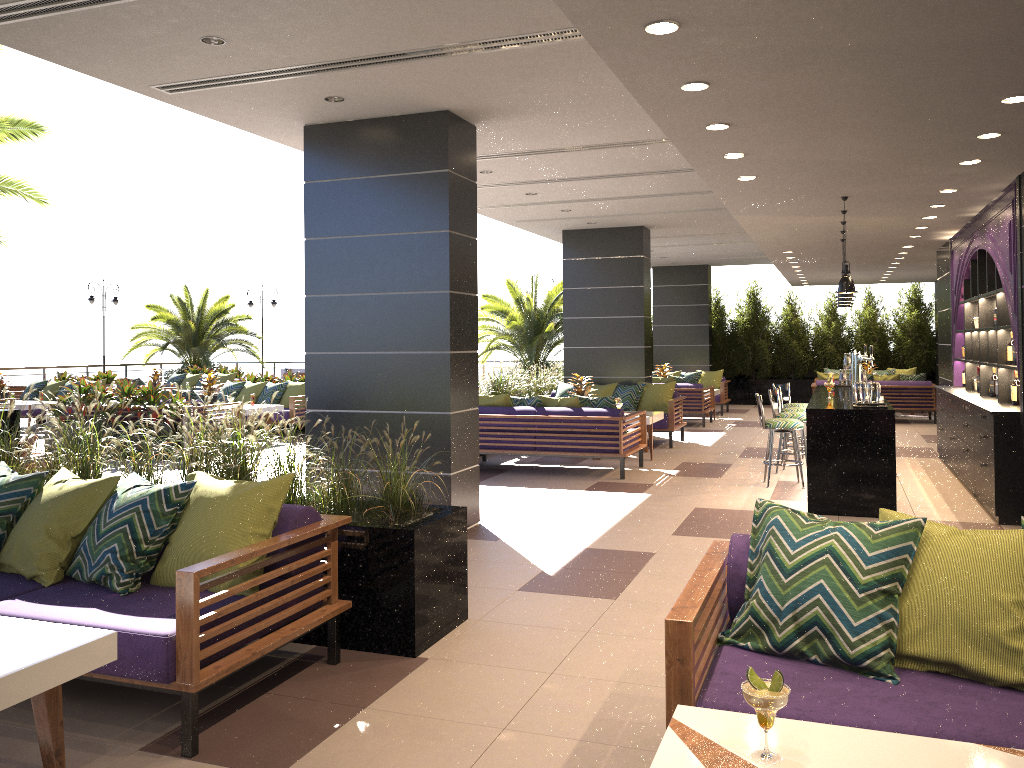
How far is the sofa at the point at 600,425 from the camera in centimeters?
974cm

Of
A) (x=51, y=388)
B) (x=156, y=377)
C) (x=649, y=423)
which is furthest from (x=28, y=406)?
(x=649, y=423)

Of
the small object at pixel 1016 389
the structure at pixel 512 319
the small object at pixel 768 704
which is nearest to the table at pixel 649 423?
the small object at pixel 1016 389

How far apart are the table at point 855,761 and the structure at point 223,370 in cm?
1963

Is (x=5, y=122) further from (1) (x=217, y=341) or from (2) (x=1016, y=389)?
(1) (x=217, y=341)

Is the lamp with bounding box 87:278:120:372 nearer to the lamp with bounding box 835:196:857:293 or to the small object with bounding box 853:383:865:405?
the lamp with bounding box 835:196:857:293

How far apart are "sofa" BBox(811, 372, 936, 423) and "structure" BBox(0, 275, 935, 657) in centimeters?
368cm

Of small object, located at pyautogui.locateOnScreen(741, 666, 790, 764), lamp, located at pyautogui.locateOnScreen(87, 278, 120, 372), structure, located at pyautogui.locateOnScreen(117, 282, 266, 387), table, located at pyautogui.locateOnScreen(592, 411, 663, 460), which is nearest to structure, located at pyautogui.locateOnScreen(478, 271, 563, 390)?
structure, located at pyautogui.locateOnScreen(117, 282, 266, 387)

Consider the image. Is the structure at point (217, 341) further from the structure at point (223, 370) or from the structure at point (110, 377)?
the structure at point (110, 377)

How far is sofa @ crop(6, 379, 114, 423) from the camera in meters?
16.5
